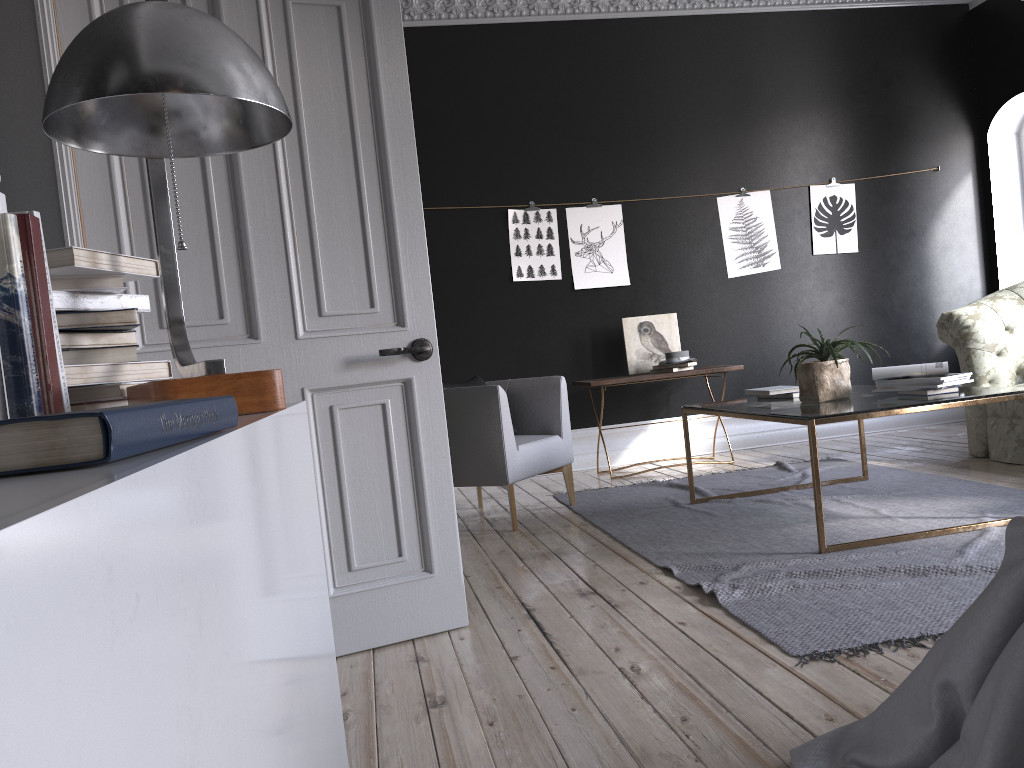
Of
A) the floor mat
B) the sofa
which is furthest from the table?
the sofa

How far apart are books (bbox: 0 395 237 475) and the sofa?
5.5 meters

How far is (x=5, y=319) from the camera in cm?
104

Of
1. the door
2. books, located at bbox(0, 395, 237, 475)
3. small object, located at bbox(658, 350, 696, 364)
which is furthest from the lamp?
small object, located at bbox(658, 350, 696, 364)

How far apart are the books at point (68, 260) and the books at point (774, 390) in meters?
3.7

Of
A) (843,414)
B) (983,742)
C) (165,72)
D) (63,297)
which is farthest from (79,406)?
(843,414)

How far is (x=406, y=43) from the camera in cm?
678

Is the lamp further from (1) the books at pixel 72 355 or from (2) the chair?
(2) the chair

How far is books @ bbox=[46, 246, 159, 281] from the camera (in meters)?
1.30

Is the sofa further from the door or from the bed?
the bed
